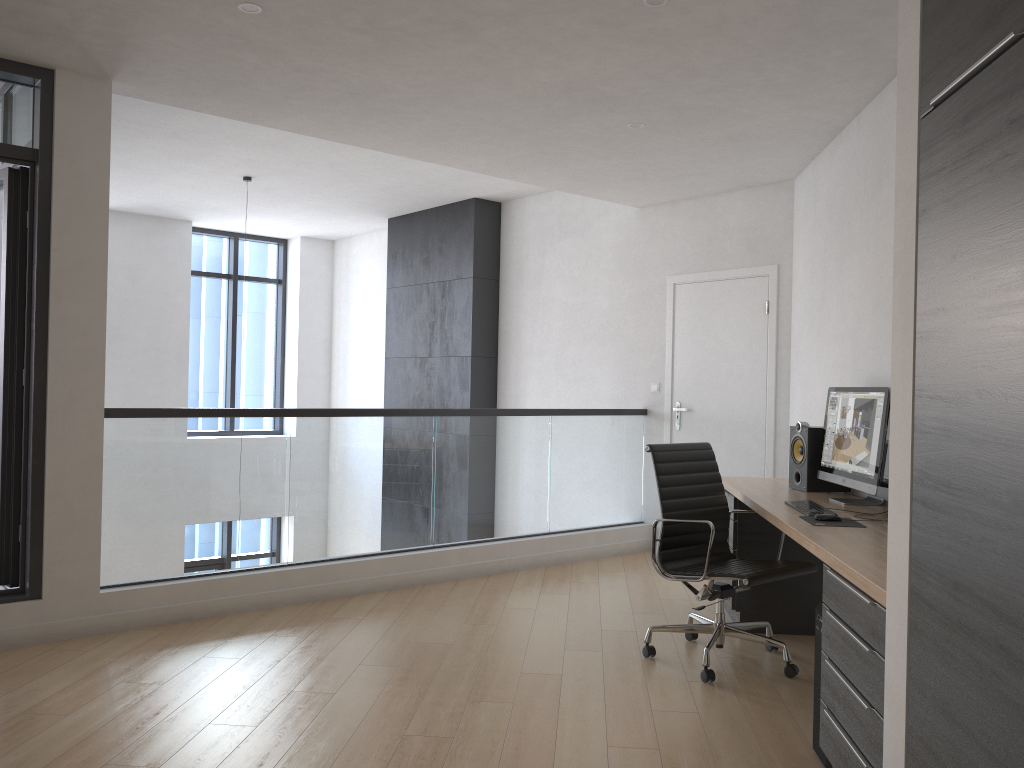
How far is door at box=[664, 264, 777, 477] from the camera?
6.2m

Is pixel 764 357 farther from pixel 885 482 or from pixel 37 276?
pixel 37 276

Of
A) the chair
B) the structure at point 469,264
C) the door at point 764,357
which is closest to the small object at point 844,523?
the chair

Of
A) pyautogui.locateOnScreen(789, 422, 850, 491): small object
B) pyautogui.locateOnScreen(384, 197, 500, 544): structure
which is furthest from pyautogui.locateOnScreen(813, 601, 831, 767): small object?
A: pyautogui.locateOnScreen(384, 197, 500, 544): structure

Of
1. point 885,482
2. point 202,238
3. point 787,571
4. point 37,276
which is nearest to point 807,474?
point 787,571

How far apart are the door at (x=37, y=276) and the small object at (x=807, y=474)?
3.7 meters

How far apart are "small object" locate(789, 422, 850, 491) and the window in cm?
752

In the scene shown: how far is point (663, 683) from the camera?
3.8m

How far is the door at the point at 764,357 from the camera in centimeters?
617cm

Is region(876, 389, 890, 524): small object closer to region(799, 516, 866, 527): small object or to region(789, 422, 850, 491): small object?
region(799, 516, 866, 527): small object
